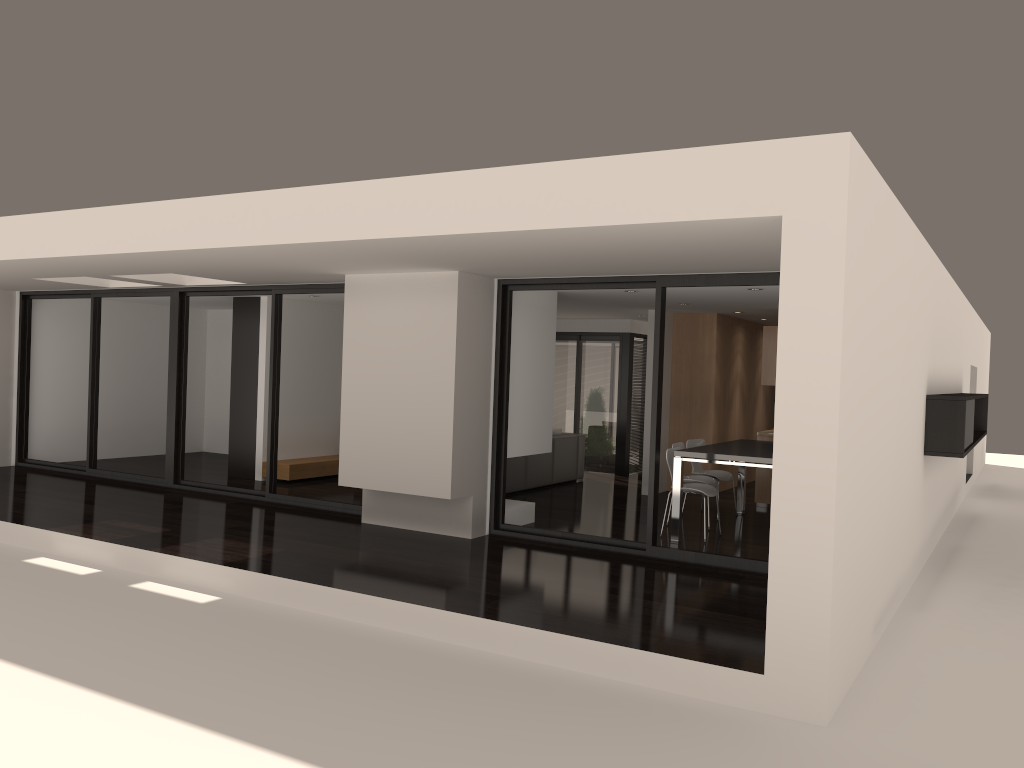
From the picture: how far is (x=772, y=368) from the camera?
10.7m

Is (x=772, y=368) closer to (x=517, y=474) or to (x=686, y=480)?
(x=686, y=480)

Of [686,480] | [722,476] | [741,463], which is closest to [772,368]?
[722,476]

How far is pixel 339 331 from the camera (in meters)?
12.74

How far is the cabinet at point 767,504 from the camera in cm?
1073

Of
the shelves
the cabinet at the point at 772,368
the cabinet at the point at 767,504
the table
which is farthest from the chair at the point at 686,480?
the shelves

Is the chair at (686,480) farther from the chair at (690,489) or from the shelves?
the shelves

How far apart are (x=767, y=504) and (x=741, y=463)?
3.00m

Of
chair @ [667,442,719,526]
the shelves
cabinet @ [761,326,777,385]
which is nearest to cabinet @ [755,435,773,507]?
cabinet @ [761,326,777,385]

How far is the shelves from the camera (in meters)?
11.34
